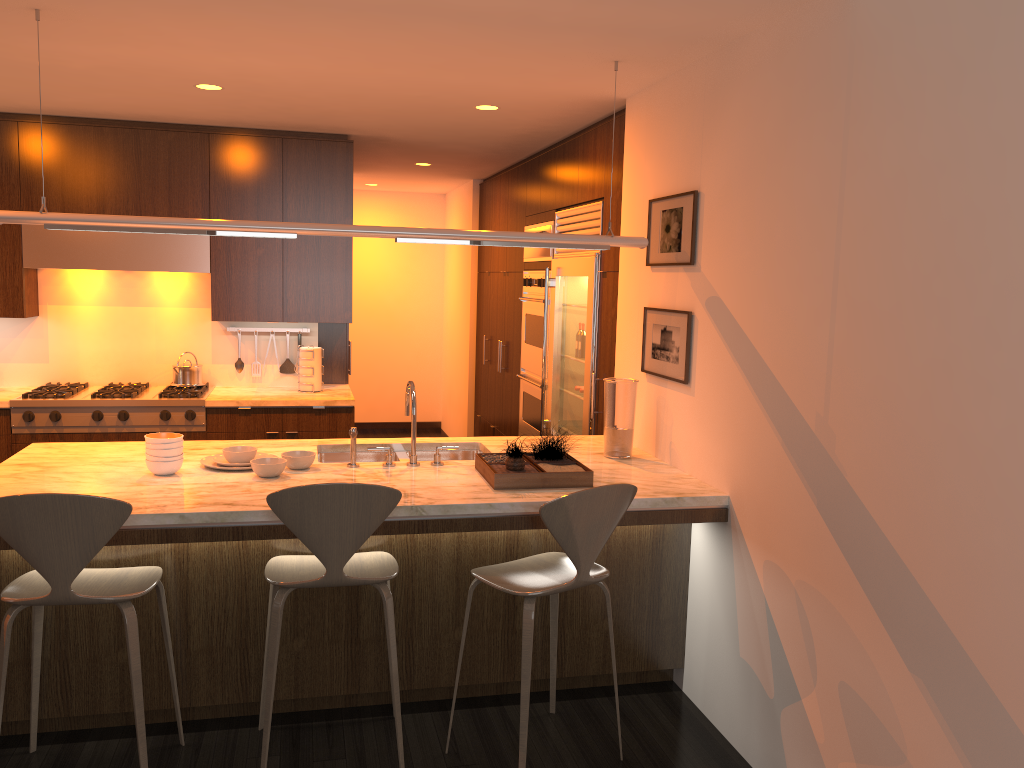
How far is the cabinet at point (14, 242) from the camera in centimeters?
534cm

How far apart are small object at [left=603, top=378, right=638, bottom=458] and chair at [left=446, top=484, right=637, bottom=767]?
0.74m

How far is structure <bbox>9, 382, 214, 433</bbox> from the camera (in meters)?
5.15

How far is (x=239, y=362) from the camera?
6.0m

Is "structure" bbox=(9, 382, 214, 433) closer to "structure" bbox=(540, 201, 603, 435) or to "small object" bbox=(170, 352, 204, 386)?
"small object" bbox=(170, 352, 204, 386)

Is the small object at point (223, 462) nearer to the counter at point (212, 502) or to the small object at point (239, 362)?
the counter at point (212, 502)

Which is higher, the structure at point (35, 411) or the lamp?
the lamp

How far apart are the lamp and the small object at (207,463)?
0.92m

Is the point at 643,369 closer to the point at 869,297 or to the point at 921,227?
the point at 869,297

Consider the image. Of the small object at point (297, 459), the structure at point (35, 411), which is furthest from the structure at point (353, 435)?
the structure at point (35, 411)
